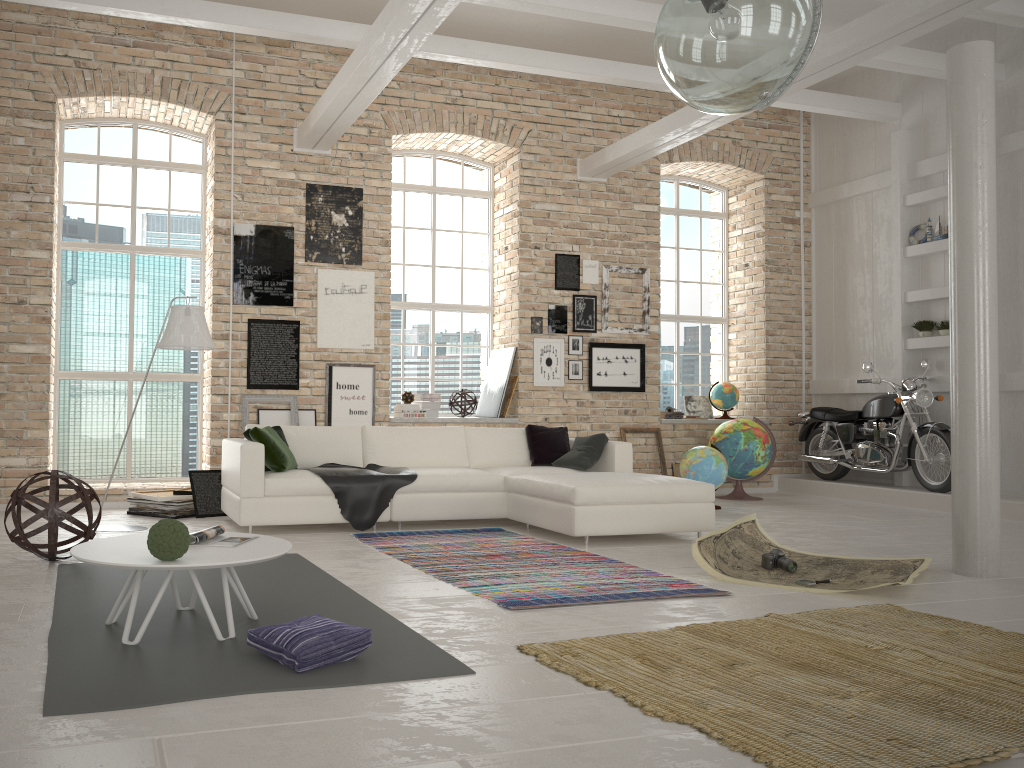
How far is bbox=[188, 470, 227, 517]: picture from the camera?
7.4m

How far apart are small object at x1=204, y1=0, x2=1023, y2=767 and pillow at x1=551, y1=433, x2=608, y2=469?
4.33m

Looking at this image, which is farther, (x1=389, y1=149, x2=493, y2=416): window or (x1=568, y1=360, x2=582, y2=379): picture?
(x1=389, y1=149, x2=493, y2=416): window

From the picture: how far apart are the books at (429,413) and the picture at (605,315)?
2.1 meters

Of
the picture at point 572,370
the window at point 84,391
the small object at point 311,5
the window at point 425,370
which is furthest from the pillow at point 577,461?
the small object at point 311,5

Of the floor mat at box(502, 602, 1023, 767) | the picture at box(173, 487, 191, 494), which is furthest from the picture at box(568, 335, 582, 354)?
the floor mat at box(502, 602, 1023, 767)

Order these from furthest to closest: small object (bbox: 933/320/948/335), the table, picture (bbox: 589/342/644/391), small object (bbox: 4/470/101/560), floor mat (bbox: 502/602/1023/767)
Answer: picture (bbox: 589/342/644/391) → small object (bbox: 933/320/948/335) → small object (bbox: 4/470/101/560) → the table → floor mat (bbox: 502/602/1023/767)

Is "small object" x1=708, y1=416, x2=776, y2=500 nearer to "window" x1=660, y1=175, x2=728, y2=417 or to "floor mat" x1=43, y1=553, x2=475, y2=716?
"window" x1=660, y1=175, x2=728, y2=417

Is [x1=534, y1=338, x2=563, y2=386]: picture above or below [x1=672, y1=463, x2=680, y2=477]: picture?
above

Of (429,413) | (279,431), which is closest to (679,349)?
(429,413)
